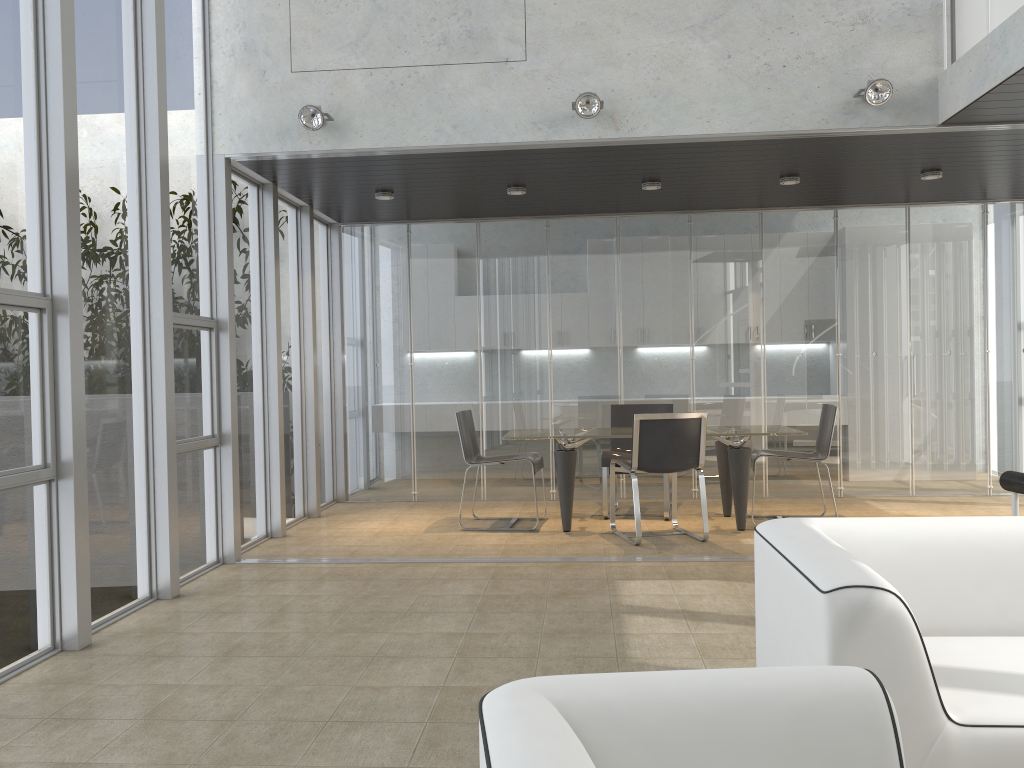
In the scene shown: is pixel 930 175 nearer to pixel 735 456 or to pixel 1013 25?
pixel 1013 25

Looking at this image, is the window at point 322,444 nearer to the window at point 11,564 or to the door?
the window at point 11,564

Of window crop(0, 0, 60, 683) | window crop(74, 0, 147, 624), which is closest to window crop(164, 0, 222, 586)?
window crop(74, 0, 147, 624)

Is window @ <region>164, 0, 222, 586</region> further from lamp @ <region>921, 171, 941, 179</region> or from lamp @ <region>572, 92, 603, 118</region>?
lamp @ <region>921, 171, 941, 179</region>

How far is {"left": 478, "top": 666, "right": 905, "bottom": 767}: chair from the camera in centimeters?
131cm

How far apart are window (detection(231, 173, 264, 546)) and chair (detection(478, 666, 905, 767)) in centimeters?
519cm

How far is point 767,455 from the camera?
6.7m

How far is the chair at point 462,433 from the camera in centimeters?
701cm

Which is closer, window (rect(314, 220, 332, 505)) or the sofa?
the sofa

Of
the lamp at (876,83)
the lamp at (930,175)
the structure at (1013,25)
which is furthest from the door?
the lamp at (930,175)
